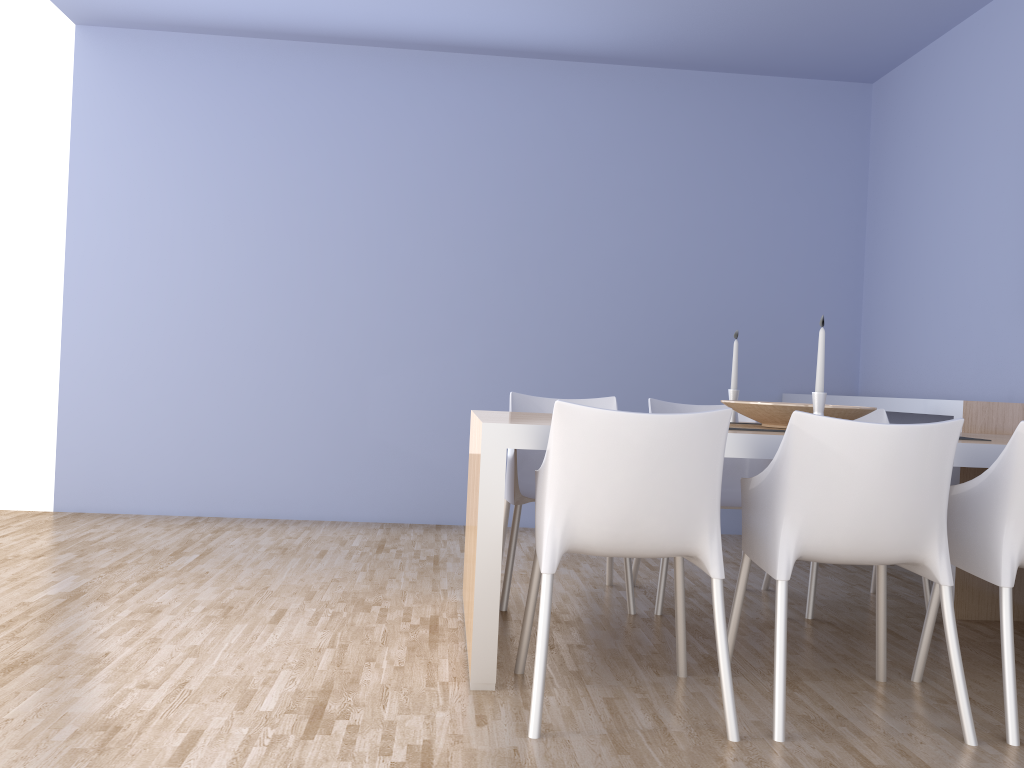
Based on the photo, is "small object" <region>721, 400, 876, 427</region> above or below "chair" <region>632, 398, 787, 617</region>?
above

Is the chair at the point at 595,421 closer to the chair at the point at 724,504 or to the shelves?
the chair at the point at 724,504

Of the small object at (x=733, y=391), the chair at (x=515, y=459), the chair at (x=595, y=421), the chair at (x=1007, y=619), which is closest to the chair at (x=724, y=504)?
the chair at (x=515, y=459)

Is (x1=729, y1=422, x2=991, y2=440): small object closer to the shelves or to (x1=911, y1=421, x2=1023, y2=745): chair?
(x1=911, y1=421, x2=1023, y2=745): chair

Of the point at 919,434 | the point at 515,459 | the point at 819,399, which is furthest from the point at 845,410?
the point at 515,459

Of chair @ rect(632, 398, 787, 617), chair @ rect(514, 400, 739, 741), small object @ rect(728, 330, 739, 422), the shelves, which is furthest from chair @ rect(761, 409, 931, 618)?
chair @ rect(514, 400, 739, 741)

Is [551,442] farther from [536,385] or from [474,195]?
[474,195]

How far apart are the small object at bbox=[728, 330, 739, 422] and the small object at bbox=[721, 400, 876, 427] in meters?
0.4 m

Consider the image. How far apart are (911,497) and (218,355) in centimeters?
385cm

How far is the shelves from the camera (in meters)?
3.40
